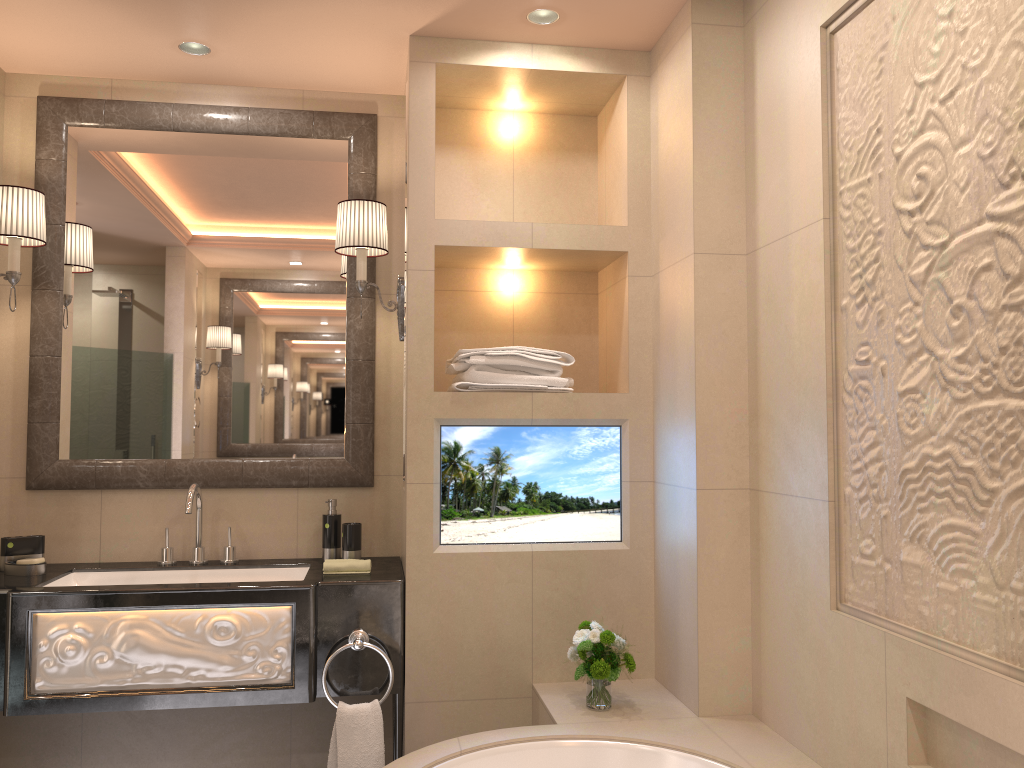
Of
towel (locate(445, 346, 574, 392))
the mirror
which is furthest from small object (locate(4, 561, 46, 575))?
towel (locate(445, 346, 574, 392))

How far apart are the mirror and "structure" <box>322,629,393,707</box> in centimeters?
62cm

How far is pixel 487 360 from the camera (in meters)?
2.69

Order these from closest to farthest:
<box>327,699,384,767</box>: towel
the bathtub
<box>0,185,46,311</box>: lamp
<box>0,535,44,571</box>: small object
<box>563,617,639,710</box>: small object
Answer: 1. the bathtub
2. <box>563,617,639,710</box>: small object
3. <box>327,699,384,767</box>: towel
4. <box>0,185,46,311</box>: lamp
5. <box>0,535,44,571</box>: small object

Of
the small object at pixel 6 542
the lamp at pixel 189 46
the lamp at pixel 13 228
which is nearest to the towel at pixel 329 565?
the small object at pixel 6 542

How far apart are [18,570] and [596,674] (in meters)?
1.75

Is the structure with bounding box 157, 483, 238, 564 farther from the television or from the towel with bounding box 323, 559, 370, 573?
the television

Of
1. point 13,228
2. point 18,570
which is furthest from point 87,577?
point 13,228

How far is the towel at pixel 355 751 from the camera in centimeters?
247cm

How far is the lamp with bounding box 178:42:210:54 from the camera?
2.8m
